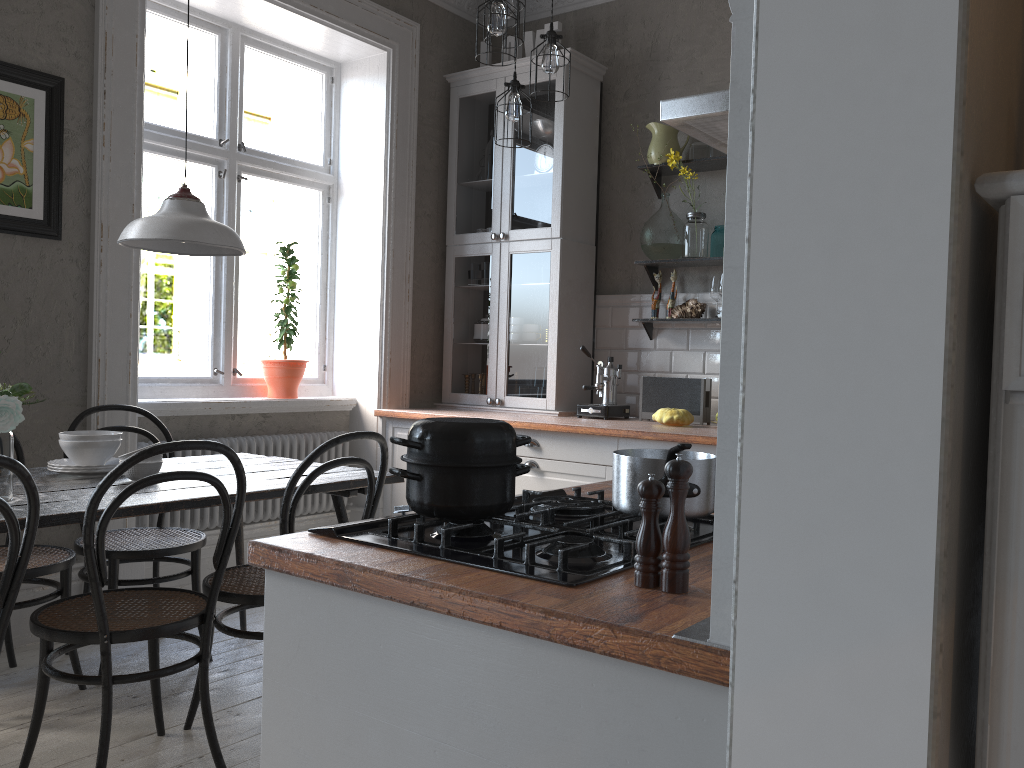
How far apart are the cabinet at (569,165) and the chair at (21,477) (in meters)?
2.92

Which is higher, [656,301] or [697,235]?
[697,235]

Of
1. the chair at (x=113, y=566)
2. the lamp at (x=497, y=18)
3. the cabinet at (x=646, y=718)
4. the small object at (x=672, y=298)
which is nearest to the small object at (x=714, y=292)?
the small object at (x=672, y=298)

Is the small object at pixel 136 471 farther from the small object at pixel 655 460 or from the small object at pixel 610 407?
the small object at pixel 610 407

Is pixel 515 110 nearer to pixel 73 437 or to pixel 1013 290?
pixel 73 437

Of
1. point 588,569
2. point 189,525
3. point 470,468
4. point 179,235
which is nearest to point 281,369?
point 189,525

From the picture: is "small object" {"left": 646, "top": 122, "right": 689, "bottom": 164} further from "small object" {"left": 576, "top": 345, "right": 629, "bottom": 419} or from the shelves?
"small object" {"left": 576, "top": 345, "right": 629, "bottom": 419}

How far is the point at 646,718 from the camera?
0.9 meters

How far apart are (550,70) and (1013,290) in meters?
2.9 m

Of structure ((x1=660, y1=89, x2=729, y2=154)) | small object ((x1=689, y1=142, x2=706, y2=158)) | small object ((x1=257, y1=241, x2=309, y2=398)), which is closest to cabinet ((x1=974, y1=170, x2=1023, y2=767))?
structure ((x1=660, y1=89, x2=729, y2=154))
